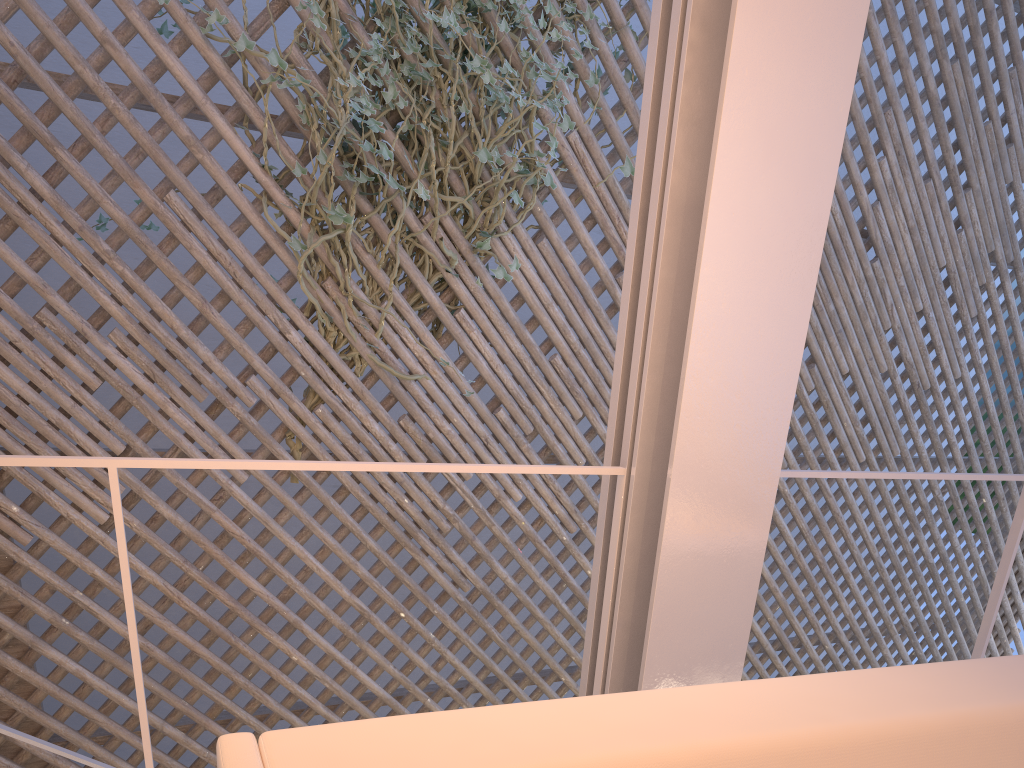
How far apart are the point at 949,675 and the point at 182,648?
3.49m

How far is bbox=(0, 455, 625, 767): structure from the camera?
0.8m

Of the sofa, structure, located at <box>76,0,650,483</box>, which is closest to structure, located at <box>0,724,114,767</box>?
structure, located at <box>76,0,650,483</box>

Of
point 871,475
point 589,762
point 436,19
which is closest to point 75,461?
point 589,762

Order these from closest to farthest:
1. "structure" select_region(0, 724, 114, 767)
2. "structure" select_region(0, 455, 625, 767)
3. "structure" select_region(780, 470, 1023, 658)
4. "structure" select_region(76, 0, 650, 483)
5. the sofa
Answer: the sofa → "structure" select_region(0, 455, 625, 767) → "structure" select_region(780, 470, 1023, 658) → "structure" select_region(0, 724, 114, 767) → "structure" select_region(76, 0, 650, 483)

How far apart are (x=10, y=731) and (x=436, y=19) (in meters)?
1.84

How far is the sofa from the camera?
0.52m

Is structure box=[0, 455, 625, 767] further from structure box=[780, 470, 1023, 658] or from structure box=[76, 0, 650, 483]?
structure box=[76, 0, 650, 483]

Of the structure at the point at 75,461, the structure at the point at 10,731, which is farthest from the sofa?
the structure at the point at 10,731

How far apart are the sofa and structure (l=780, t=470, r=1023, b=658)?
0.4 meters
